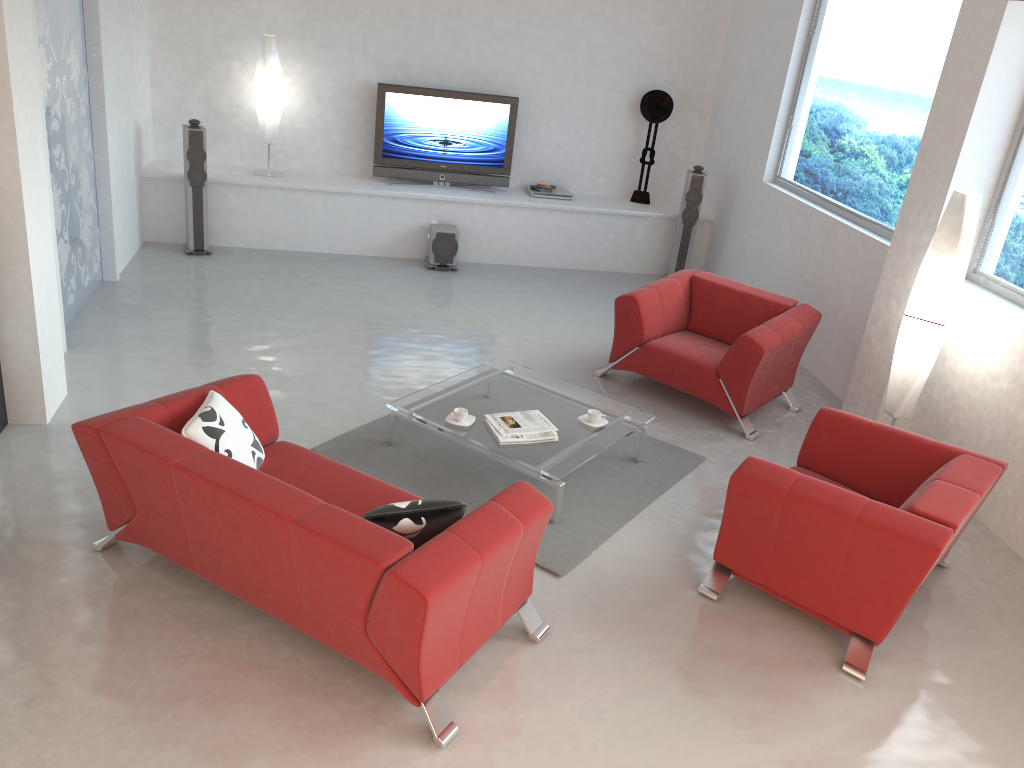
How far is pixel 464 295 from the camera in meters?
7.9

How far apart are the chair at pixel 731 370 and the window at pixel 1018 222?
1.0m

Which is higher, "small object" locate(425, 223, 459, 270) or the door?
the door

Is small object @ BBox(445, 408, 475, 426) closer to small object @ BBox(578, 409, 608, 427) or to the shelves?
small object @ BBox(578, 409, 608, 427)

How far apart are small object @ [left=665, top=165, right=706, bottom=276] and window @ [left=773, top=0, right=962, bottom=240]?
0.8 meters

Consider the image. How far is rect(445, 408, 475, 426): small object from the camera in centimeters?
488cm

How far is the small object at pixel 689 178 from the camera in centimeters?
852cm

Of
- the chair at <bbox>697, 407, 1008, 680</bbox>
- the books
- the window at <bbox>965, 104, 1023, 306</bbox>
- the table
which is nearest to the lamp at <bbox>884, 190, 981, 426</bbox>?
the window at <bbox>965, 104, 1023, 306</bbox>

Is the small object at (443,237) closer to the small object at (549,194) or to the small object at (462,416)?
the small object at (549,194)

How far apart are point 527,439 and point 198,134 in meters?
4.7 m
